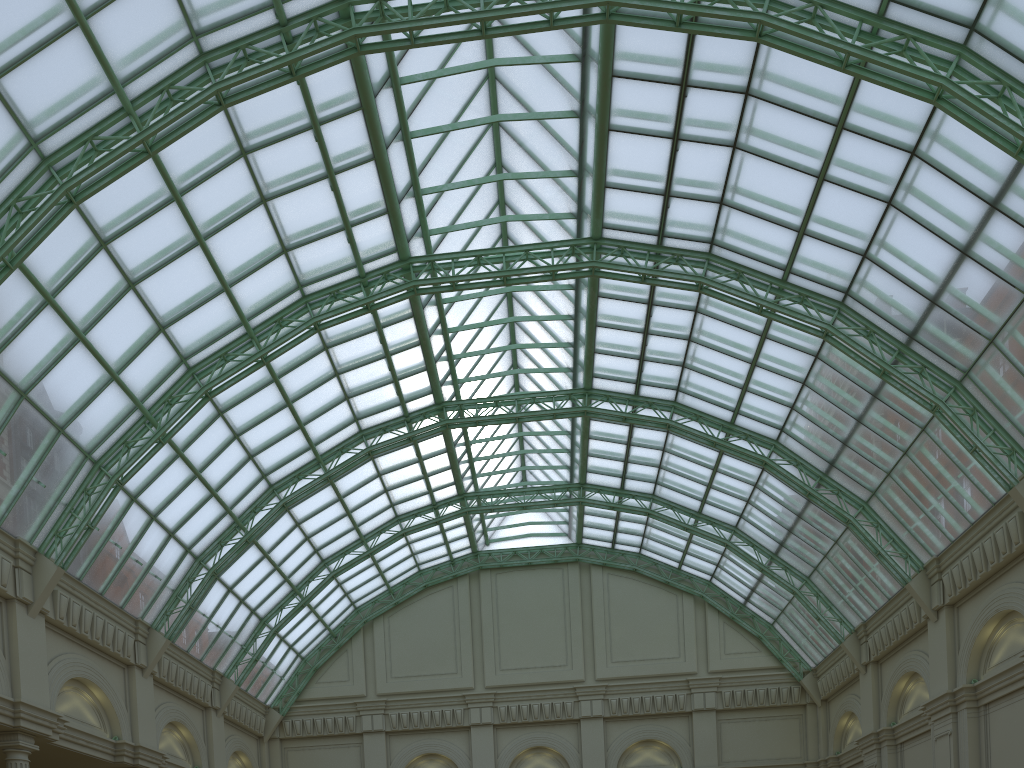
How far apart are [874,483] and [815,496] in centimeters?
304cm

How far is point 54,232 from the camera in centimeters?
2759cm
